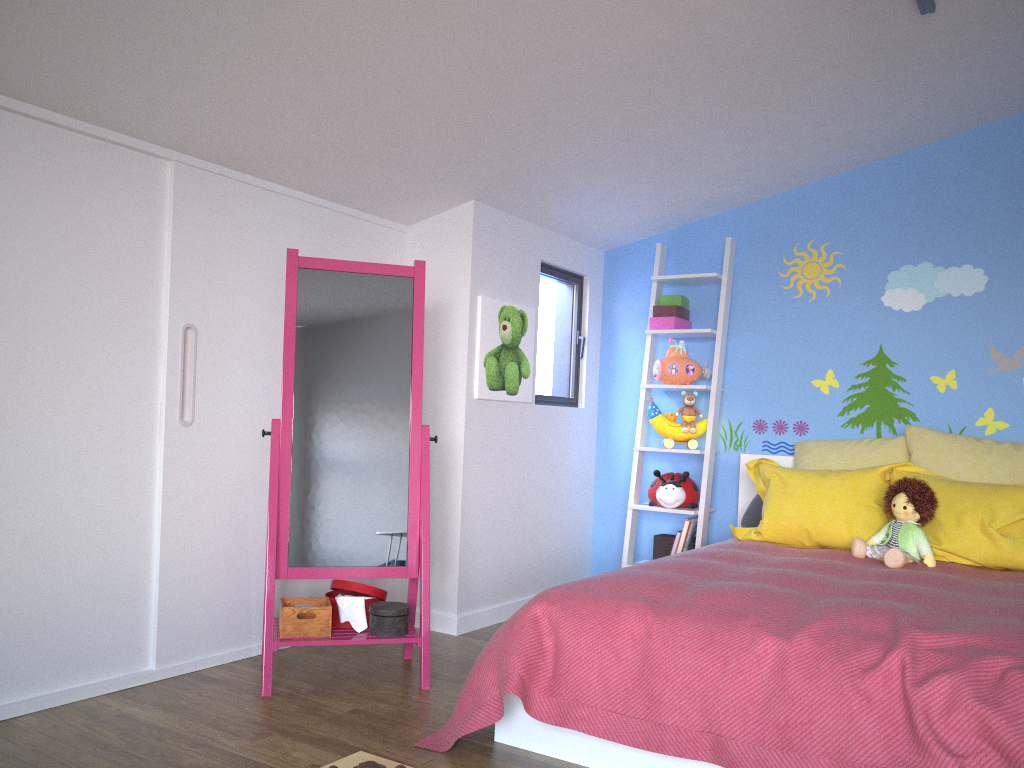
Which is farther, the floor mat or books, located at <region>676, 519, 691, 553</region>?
books, located at <region>676, 519, 691, 553</region>

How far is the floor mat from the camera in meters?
2.3

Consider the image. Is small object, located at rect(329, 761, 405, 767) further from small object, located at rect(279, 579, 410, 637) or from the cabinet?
the cabinet

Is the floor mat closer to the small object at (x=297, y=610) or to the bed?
the bed

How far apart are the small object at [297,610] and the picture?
1.0 meters

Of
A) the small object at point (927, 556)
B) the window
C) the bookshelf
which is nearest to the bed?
the small object at point (927, 556)

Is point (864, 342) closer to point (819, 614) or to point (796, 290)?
point (796, 290)

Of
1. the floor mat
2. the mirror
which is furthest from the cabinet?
the floor mat

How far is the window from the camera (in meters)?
4.40

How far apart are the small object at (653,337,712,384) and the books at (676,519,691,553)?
0.7 meters
